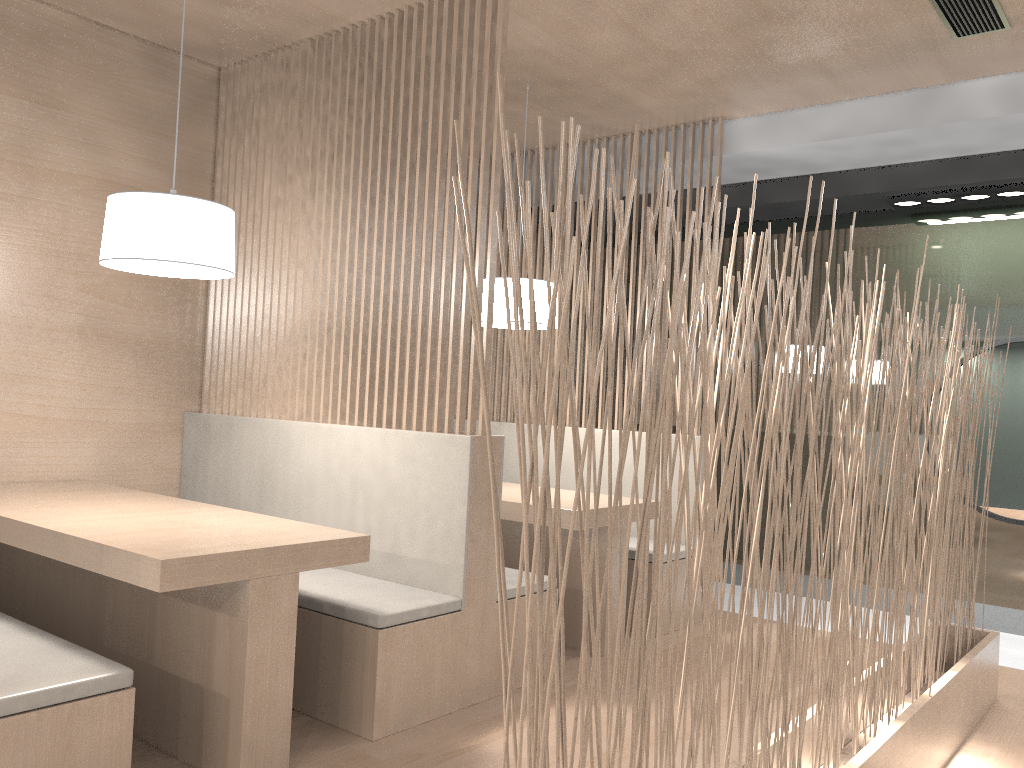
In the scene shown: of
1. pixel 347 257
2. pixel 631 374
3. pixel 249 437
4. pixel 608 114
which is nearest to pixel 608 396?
pixel 631 374

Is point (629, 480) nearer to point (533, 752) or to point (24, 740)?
point (24, 740)

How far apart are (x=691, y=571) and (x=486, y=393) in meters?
0.4

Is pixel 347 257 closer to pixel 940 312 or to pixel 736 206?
pixel 736 206

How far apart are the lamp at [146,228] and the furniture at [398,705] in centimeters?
48cm

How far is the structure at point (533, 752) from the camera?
0.77m

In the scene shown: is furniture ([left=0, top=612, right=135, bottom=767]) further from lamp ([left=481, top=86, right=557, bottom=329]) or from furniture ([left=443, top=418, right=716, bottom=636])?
furniture ([left=443, top=418, right=716, bottom=636])

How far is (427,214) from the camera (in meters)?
2.06

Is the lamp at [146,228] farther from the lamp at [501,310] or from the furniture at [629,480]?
the furniture at [629,480]

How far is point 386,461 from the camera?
2.0m
